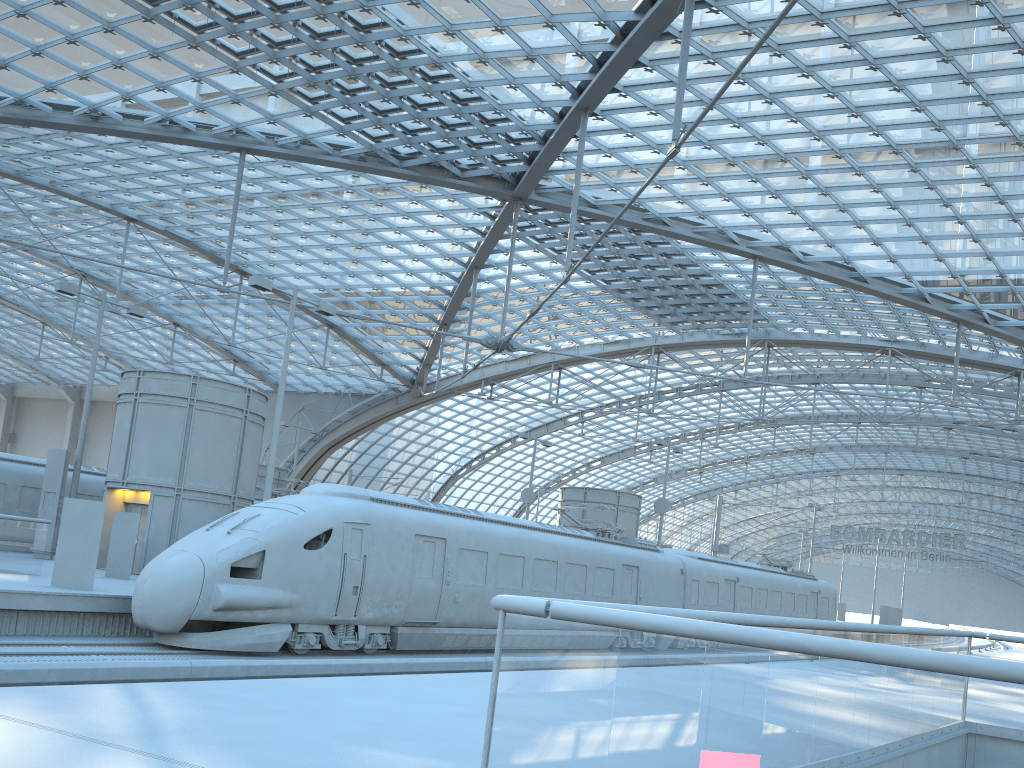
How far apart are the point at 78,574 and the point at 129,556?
4.46m

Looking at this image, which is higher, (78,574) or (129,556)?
(129,556)

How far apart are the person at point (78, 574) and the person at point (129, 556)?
4.26m

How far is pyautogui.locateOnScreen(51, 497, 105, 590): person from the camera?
16.01m

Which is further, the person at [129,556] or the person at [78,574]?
the person at [129,556]

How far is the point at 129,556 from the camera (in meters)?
20.34

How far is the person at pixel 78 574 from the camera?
16.0m

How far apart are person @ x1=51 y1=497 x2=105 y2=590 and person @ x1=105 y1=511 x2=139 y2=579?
4.3 meters

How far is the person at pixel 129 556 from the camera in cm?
2034
